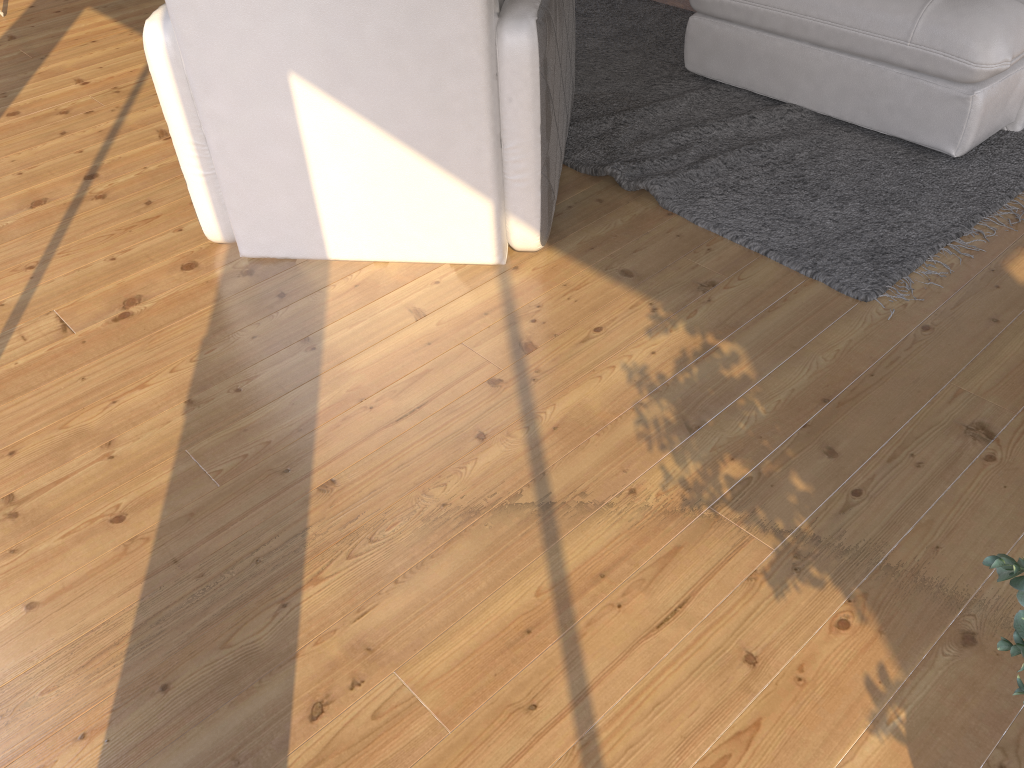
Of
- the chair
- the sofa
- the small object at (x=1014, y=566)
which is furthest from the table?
the small object at (x=1014, y=566)

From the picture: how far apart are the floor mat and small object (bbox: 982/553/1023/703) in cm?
149

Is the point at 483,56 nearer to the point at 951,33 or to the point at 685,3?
the point at 951,33

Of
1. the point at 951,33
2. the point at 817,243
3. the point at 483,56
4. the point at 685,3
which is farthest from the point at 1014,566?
the point at 685,3

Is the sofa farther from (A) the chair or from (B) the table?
(B) the table

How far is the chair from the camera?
2.0 meters

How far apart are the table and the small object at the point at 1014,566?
3.5 meters

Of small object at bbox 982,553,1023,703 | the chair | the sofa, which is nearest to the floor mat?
the sofa

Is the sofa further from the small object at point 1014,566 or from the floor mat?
the small object at point 1014,566

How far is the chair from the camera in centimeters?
205cm
